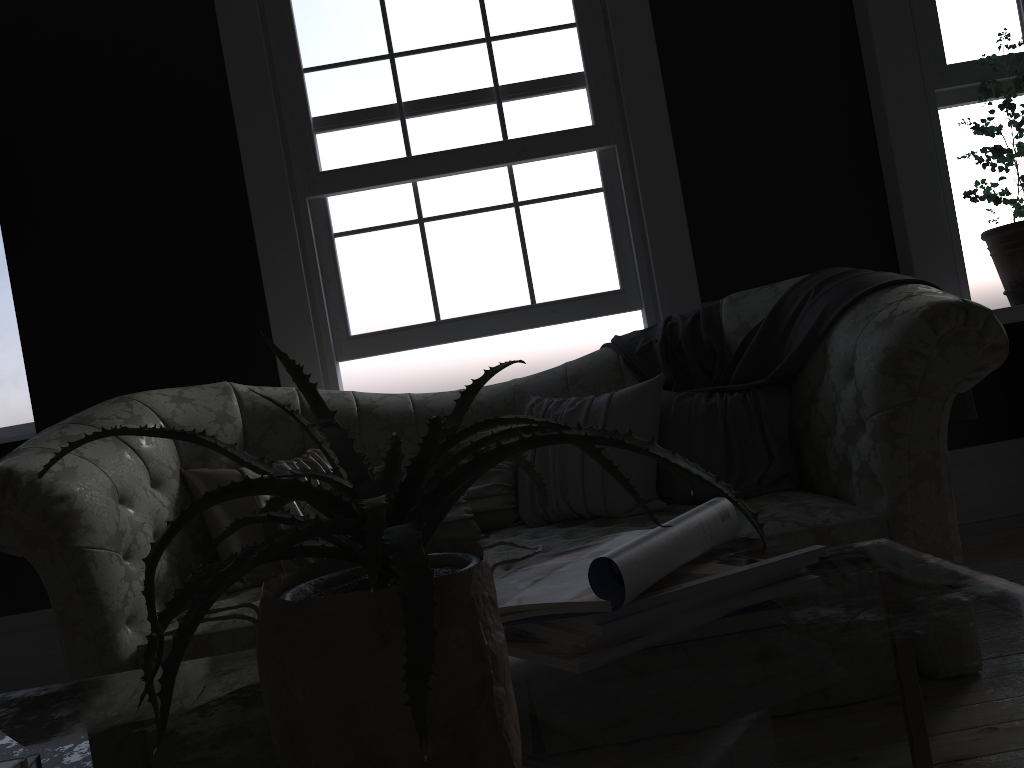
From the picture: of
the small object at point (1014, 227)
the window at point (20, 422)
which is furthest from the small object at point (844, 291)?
the window at point (20, 422)

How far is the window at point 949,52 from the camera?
3.9m

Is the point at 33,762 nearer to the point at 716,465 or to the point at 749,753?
the point at 749,753

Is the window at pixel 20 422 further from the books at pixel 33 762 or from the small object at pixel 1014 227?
the small object at pixel 1014 227

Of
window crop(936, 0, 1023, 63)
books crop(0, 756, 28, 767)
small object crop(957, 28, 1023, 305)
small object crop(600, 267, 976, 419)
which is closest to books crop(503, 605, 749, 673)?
books crop(0, 756, 28, 767)

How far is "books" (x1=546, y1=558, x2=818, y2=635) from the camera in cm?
90

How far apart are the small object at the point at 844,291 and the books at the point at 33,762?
2.4 meters

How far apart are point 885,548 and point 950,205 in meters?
3.1

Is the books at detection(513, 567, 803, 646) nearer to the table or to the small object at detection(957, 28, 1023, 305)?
the table

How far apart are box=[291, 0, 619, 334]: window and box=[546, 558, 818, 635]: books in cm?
298
